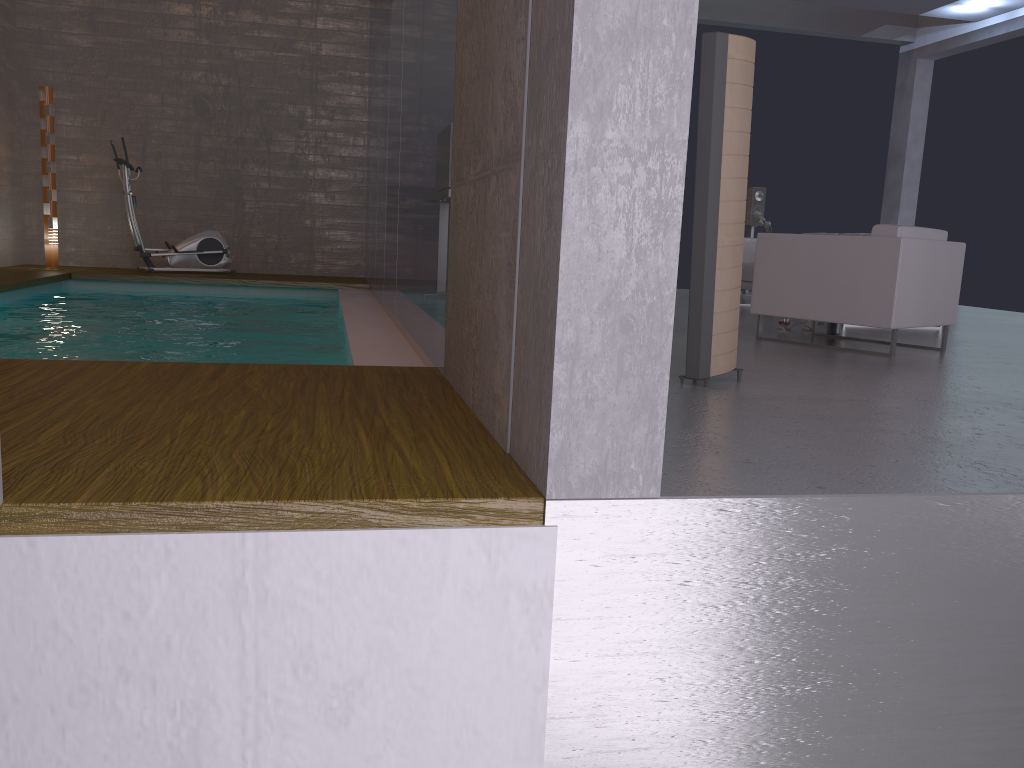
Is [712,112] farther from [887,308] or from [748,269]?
[748,269]

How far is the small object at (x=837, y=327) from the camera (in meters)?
6.72

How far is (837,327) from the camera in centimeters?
672cm

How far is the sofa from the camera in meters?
9.3 m

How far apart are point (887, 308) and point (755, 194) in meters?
5.8

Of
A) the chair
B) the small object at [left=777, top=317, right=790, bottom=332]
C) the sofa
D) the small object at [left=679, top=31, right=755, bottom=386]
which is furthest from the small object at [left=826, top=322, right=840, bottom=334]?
the small object at [left=679, top=31, right=755, bottom=386]

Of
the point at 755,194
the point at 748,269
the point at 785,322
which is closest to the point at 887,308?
the point at 785,322

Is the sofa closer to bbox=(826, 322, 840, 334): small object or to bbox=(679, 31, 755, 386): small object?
bbox=(826, 322, 840, 334): small object

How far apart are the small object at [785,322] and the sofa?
2.7 meters

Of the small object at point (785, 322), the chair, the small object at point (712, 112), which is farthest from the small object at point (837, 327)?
the small object at point (712, 112)
